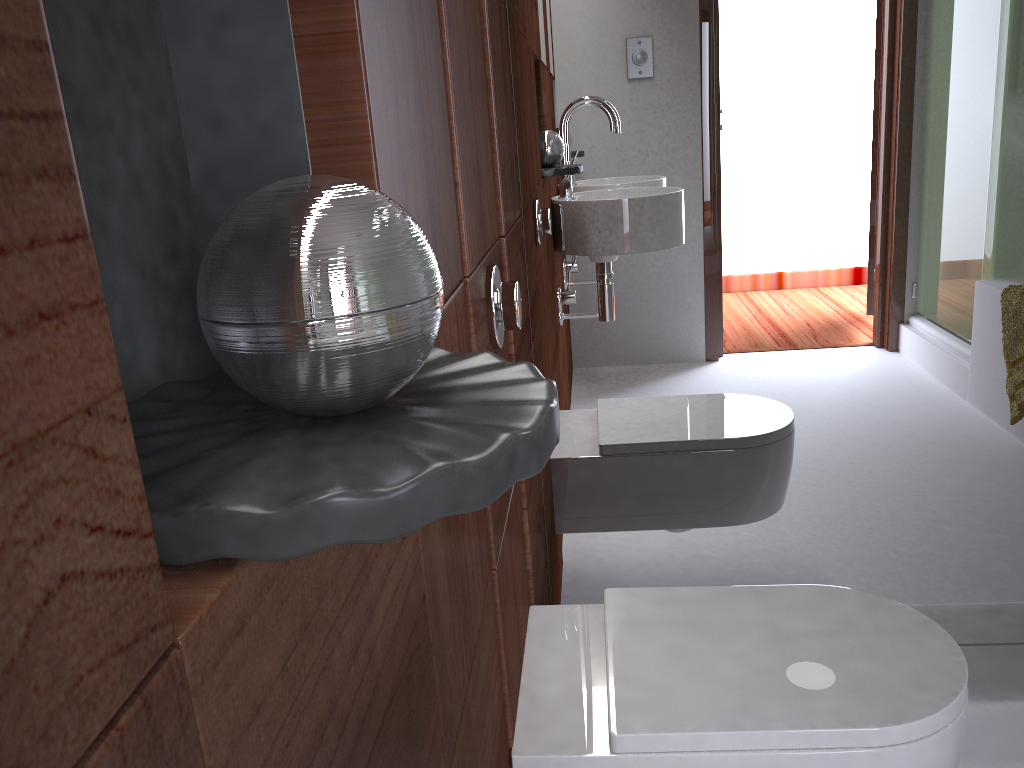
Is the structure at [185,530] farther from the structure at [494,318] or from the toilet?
the toilet

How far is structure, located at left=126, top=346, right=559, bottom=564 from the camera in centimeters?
30cm

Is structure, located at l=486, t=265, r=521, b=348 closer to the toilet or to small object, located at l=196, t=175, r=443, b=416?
the toilet

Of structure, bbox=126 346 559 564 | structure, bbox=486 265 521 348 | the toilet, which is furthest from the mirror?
structure, bbox=126 346 559 564

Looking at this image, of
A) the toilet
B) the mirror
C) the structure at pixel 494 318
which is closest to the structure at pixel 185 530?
the structure at pixel 494 318

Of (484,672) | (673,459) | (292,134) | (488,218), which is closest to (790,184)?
(673,459)

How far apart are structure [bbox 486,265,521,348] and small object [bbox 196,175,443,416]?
0.6m

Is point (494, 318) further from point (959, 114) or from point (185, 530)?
point (959, 114)

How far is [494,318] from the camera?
1.0m

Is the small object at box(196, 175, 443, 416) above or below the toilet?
Answer: above
